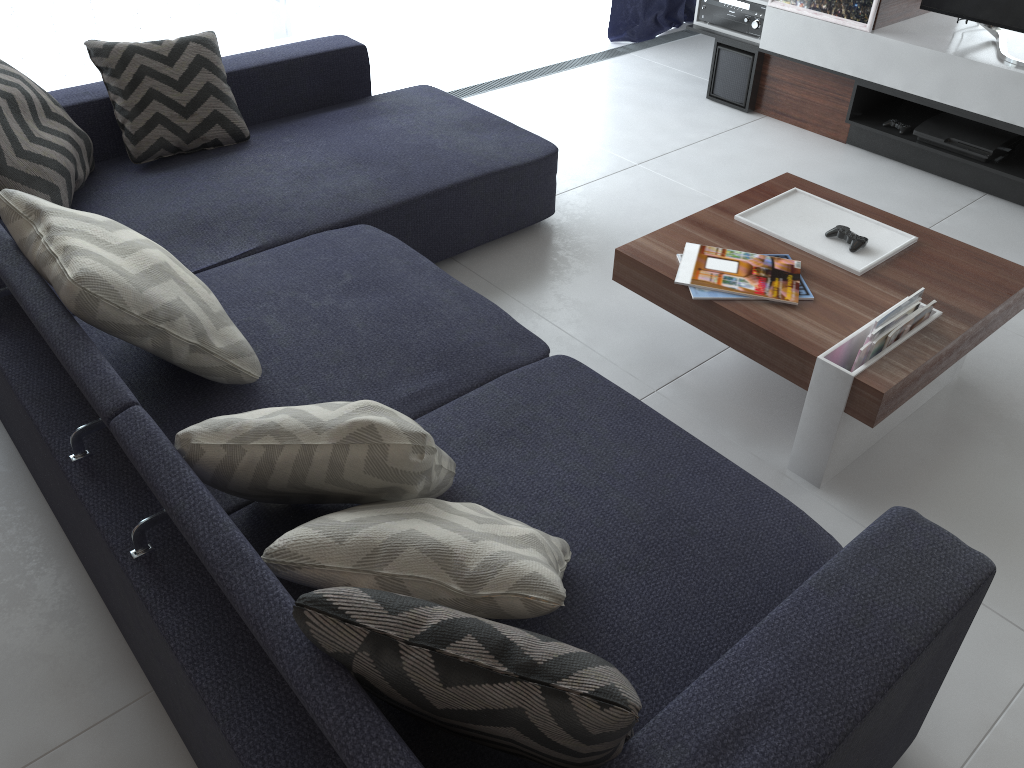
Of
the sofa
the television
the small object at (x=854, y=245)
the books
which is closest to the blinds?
the sofa

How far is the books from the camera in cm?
204

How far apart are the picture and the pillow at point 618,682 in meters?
3.3 m

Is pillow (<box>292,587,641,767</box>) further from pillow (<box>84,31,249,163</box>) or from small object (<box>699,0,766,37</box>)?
small object (<box>699,0,766,37</box>)

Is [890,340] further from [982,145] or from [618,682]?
[982,145]

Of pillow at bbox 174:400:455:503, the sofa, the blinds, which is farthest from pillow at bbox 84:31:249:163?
pillow at bbox 174:400:455:503

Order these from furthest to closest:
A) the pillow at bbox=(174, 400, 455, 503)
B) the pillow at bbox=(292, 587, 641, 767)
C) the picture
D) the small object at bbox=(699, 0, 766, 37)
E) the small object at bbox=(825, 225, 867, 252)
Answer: the small object at bbox=(699, 0, 766, 37) → the picture → the small object at bbox=(825, 225, 867, 252) → the pillow at bbox=(174, 400, 455, 503) → the pillow at bbox=(292, 587, 641, 767)

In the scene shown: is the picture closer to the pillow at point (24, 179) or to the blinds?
the blinds

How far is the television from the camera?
3.3 meters

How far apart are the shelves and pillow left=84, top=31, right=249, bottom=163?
2.3 meters
